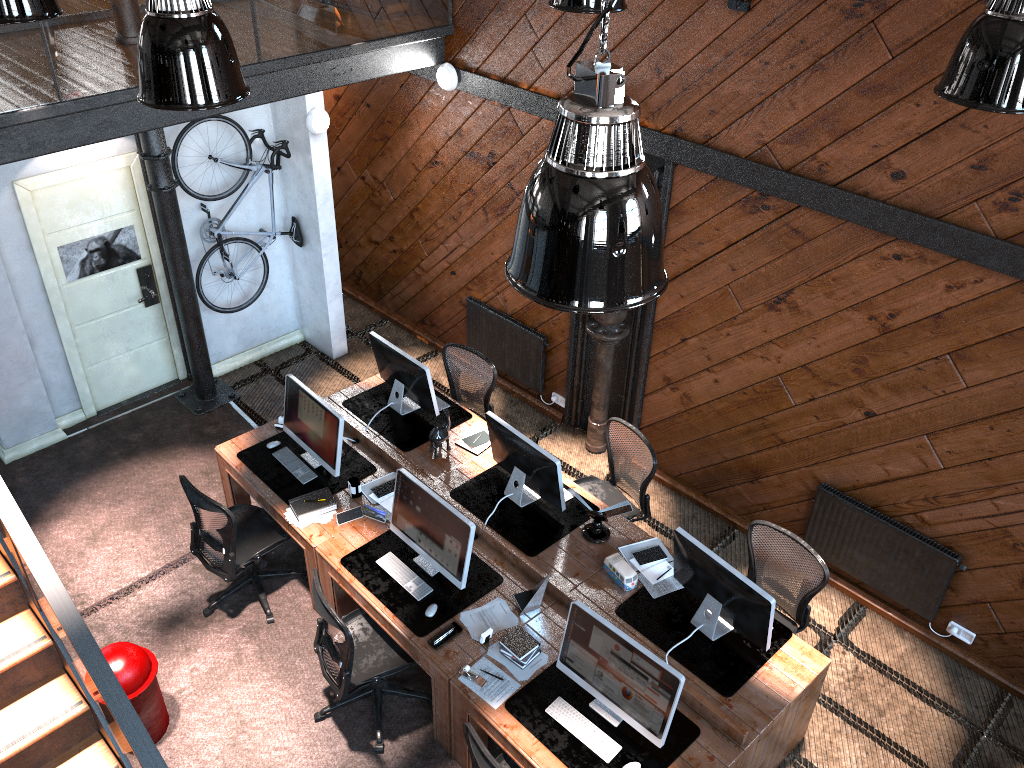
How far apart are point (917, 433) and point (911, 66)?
2.2m

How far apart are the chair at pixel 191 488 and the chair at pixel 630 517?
2.1m

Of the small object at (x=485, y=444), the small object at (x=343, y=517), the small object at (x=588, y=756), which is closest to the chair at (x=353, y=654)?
the small object at (x=343, y=517)

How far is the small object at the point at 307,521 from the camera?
6.0 meters

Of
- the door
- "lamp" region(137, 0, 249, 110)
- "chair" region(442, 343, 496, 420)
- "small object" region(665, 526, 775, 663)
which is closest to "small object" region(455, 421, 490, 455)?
"chair" region(442, 343, 496, 420)

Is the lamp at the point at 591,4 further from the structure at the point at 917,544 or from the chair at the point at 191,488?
the chair at the point at 191,488

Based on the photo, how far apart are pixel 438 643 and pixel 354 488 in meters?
1.4

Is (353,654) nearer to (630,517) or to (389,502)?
(389,502)

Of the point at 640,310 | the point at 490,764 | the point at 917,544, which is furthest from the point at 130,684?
the point at 917,544

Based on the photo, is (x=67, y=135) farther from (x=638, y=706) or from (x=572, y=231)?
(x=638, y=706)
